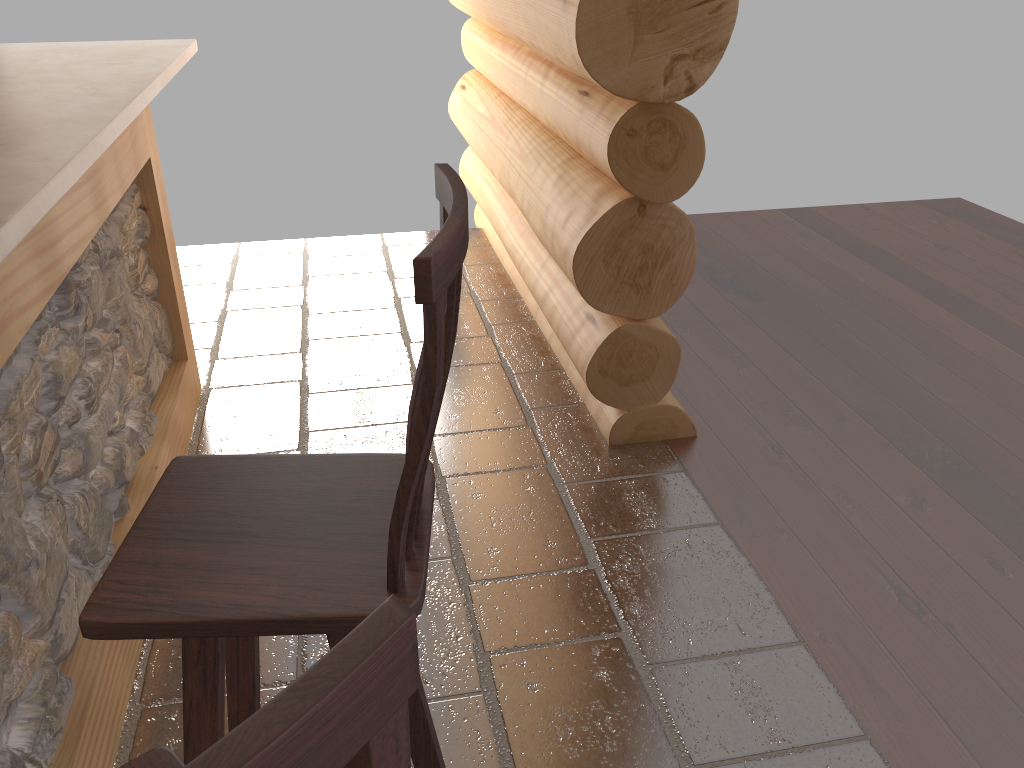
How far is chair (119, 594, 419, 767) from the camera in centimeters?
36cm

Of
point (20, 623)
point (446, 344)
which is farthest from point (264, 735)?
point (20, 623)

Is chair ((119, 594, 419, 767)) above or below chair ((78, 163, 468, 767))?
above

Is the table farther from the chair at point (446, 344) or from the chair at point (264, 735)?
the chair at point (264, 735)

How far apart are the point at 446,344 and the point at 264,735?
0.7 meters

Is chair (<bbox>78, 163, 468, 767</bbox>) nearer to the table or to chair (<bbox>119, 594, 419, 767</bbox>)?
chair (<bbox>119, 594, 419, 767</bbox>)

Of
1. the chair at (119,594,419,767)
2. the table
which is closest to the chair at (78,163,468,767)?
the chair at (119,594,419,767)

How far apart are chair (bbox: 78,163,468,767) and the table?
0.4m

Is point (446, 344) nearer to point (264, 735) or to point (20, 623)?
point (264, 735)

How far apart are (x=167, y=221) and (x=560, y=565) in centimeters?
183cm
